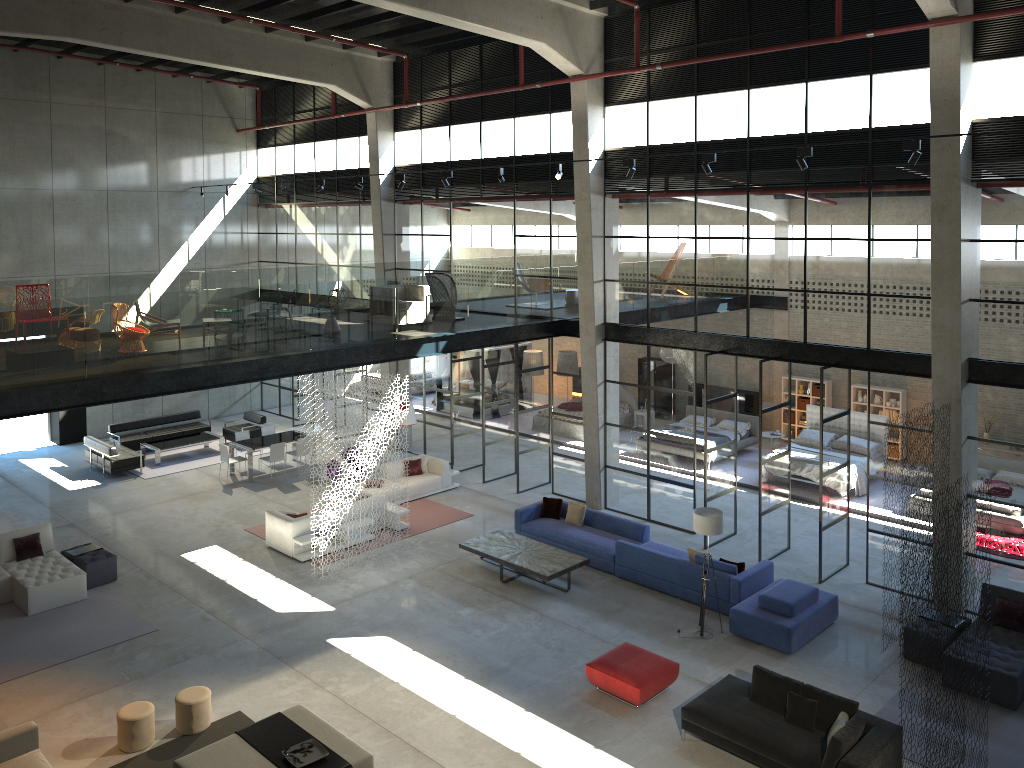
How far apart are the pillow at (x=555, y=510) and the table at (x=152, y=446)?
10.30m

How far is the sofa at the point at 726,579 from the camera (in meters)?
13.62

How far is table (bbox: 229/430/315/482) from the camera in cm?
2068

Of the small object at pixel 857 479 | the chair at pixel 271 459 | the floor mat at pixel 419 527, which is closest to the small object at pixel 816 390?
the small object at pixel 857 479

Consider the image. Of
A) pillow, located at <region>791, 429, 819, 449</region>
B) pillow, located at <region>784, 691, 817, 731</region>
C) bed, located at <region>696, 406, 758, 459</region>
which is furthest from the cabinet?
pillow, located at <region>784, 691, 817, 731</region>

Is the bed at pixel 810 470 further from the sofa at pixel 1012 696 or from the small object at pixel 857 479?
the sofa at pixel 1012 696

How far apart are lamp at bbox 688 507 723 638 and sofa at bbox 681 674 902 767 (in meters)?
2.00

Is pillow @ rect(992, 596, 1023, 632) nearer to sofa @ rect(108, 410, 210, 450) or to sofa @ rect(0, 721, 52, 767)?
sofa @ rect(0, 721, 52, 767)

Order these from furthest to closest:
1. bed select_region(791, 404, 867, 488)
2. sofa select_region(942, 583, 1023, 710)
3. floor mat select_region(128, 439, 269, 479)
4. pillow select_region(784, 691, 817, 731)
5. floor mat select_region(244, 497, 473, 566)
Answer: floor mat select_region(128, 439, 269, 479) → bed select_region(791, 404, 867, 488) → floor mat select_region(244, 497, 473, 566) → sofa select_region(942, 583, 1023, 710) → pillow select_region(784, 691, 817, 731)

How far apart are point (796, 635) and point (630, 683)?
2.9 meters
